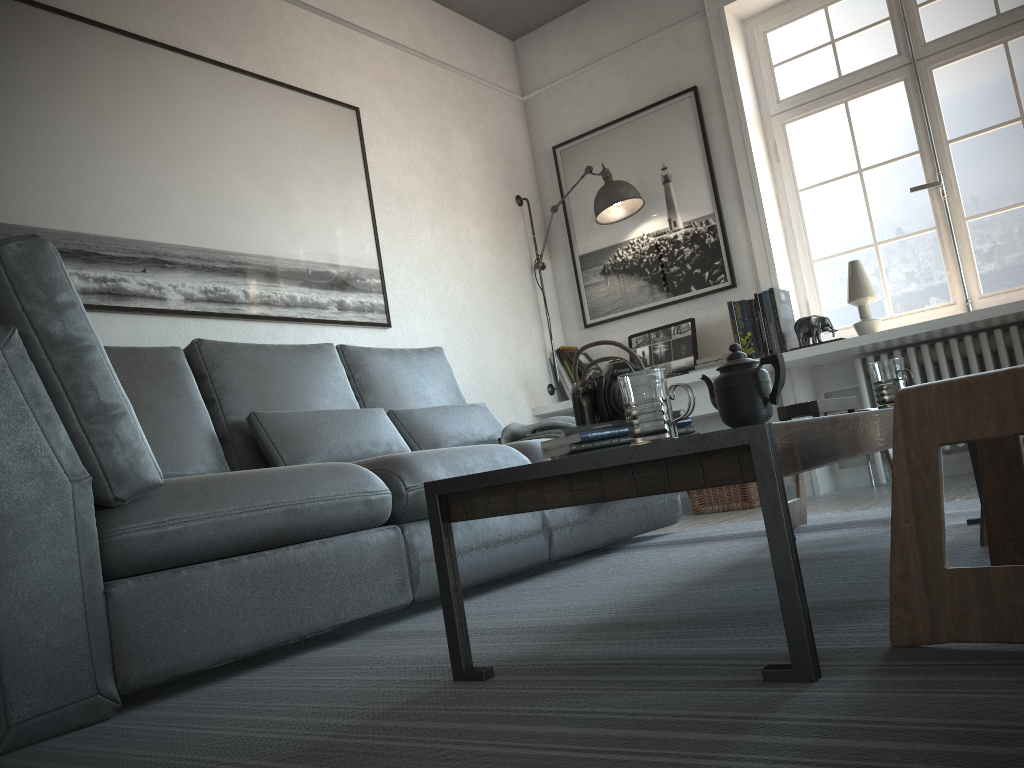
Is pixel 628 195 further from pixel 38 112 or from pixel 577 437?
pixel 577 437

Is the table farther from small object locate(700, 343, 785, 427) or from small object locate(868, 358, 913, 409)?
small object locate(868, 358, 913, 409)

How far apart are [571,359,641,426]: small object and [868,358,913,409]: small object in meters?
0.8 m

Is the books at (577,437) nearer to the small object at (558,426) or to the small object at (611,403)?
the small object at (611,403)

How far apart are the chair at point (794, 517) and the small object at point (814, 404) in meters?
0.4

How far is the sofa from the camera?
1.5m

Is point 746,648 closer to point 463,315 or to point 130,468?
point 130,468

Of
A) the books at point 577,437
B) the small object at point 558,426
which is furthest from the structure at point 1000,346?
the books at point 577,437

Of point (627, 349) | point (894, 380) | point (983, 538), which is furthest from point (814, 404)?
point (627, 349)

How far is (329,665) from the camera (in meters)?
1.74
